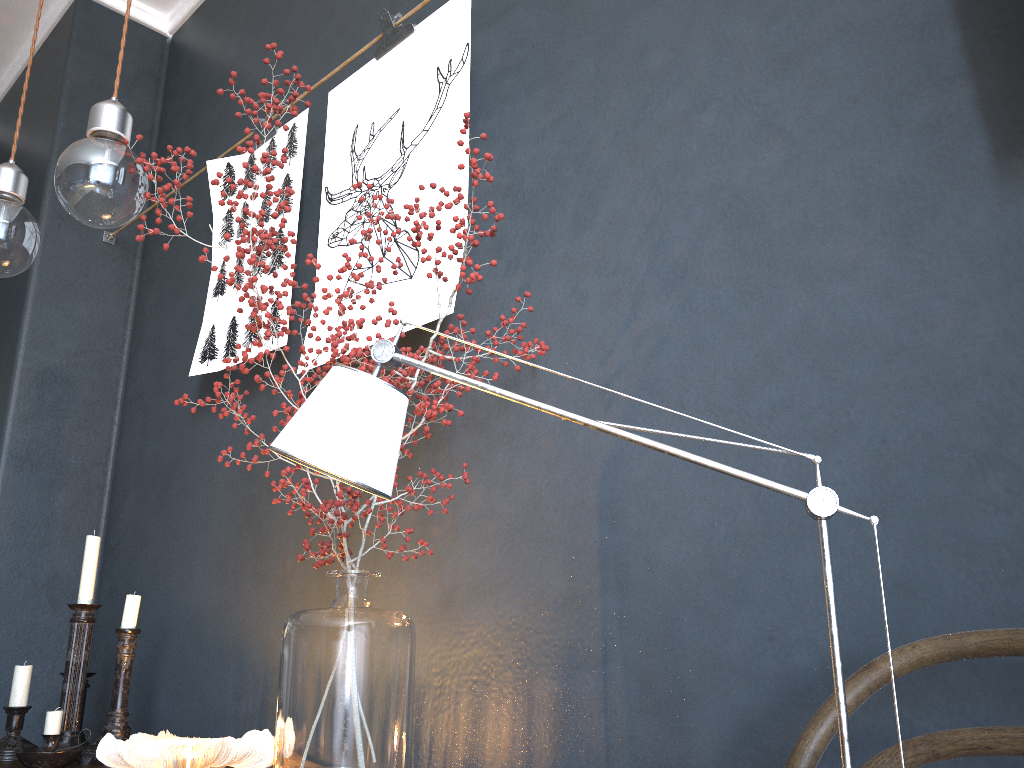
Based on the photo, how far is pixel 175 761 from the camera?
1.2m

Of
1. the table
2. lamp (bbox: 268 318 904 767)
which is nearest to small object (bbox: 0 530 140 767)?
the table

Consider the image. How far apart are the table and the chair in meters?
1.4

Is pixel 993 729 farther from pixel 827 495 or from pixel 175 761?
pixel 175 761

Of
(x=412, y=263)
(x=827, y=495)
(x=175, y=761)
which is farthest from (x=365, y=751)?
(x=412, y=263)

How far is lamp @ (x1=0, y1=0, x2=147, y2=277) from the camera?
1.1 meters

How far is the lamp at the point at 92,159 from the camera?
1.1m

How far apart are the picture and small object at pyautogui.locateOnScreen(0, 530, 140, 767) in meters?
0.5 m

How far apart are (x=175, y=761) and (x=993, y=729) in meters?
1.0 m

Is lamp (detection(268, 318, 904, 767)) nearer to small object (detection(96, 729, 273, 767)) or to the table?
small object (detection(96, 729, 273, 767))
